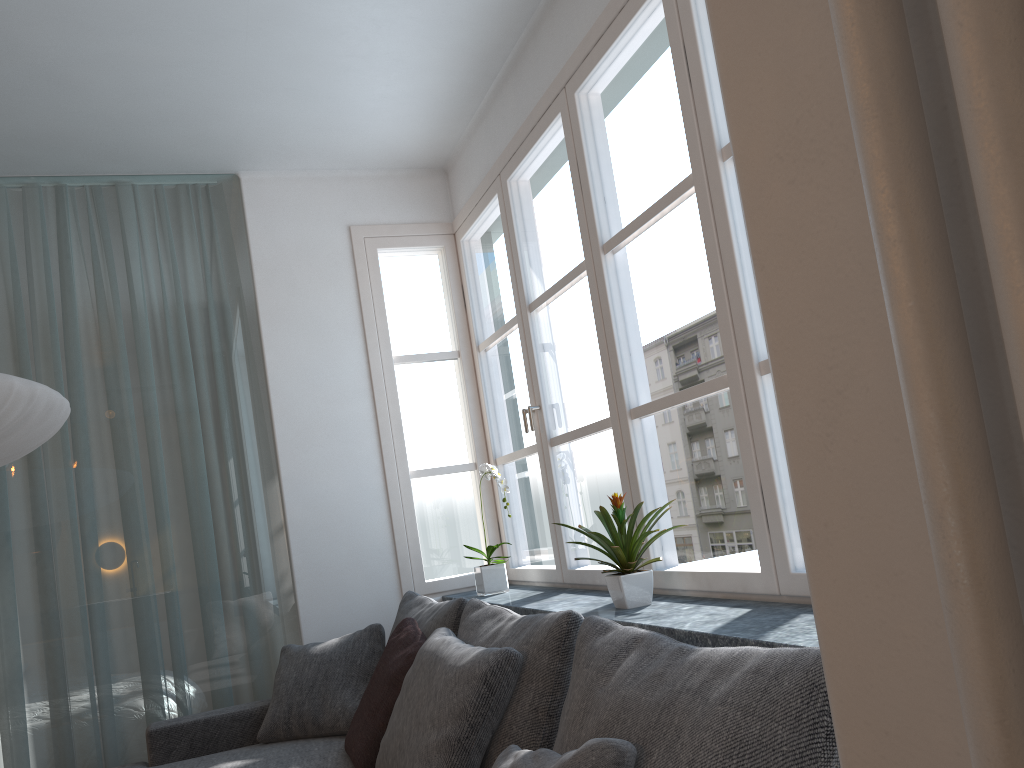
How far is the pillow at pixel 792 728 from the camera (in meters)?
1.09

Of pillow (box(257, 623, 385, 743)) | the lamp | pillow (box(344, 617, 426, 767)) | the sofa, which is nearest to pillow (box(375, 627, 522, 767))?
pillow (box(344, 617, 426, 767))

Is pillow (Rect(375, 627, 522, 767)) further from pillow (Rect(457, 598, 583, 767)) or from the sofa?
the sofa

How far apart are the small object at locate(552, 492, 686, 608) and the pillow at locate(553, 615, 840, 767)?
0.58m

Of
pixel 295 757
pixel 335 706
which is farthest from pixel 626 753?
pixel 335 706

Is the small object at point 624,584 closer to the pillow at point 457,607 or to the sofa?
the pillow at point 457,607

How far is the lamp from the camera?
2.2m

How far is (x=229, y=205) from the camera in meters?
3.9 m

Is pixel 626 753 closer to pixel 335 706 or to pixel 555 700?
pixel 555 700

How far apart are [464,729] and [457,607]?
0.8m
